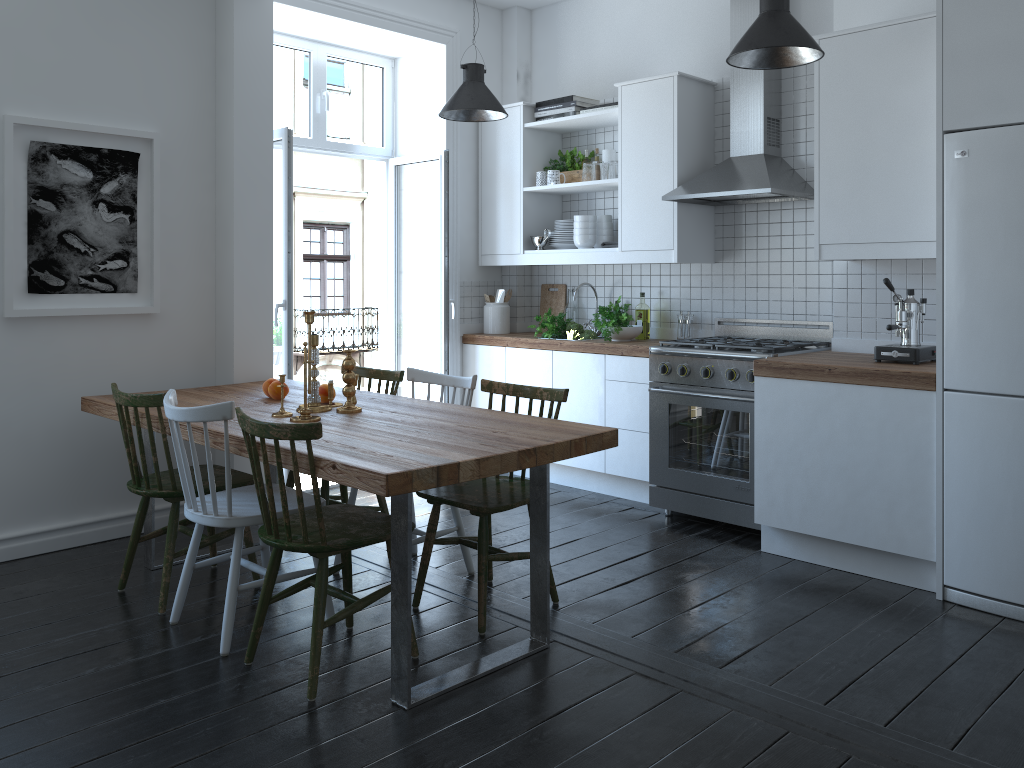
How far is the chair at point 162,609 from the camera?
3.4 meters

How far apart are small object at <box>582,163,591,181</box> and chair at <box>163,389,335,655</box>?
2.7m

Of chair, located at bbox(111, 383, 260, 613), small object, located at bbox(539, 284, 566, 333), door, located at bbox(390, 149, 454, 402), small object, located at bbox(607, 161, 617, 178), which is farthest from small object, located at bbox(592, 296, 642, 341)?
chair, located at bbox(111, 383, 260, 613)

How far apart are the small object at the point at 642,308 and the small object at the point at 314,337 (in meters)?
2.32

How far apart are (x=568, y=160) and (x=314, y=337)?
2.6 meters

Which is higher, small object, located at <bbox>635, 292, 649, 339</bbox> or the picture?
the picture

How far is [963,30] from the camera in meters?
3.3

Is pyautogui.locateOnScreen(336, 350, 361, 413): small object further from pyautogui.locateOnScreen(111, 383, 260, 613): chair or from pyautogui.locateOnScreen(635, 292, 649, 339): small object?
pyautogui.locateOnScreen(635, 292, 649, 339): small object

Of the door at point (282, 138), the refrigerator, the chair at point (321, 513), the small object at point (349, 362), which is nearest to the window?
the door at point (282, 138)

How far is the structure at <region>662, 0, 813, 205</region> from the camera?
4.4m
